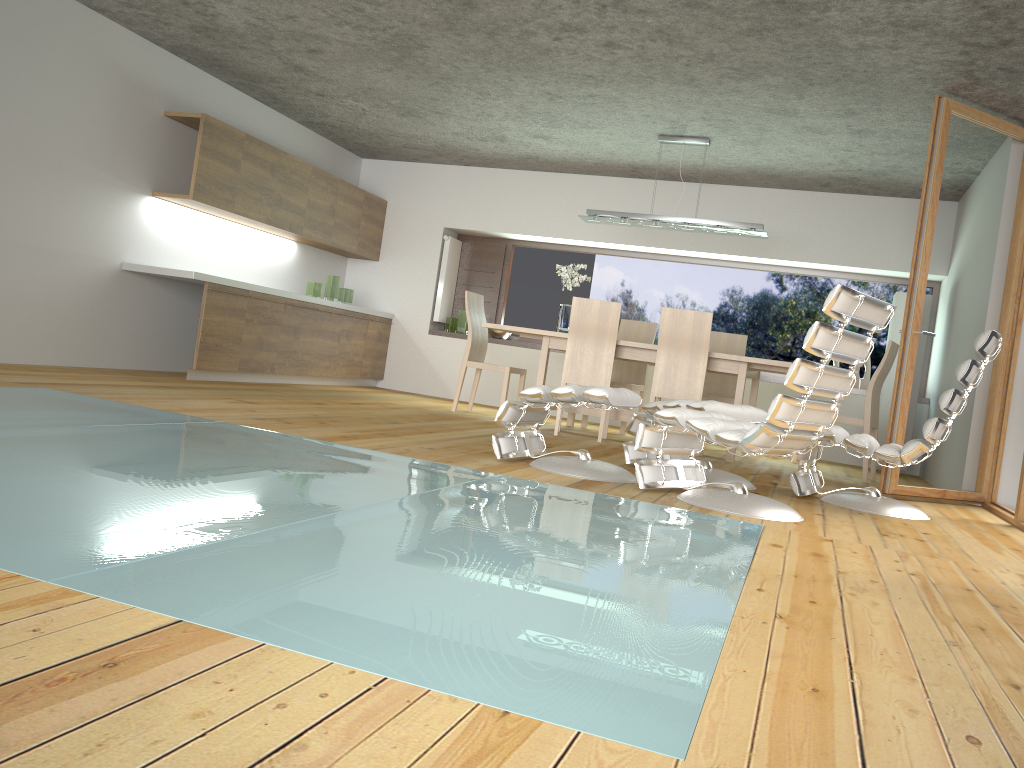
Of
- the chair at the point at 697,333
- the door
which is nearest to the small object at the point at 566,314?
the chair at the point at 697,333

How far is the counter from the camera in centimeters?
641cm

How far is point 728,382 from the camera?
7.8 meters

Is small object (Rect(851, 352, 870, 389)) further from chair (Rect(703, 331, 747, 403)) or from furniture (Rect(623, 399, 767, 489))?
furniture (Rect(623, 399, 767, 489))

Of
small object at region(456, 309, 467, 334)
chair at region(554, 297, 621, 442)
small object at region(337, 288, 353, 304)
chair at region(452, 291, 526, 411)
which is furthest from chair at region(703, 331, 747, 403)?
small object at region(337, 288, 353, 304)

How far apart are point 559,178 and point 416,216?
1.60m

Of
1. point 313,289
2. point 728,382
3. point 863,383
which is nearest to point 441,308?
point 313,289

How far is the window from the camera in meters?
8.6 m

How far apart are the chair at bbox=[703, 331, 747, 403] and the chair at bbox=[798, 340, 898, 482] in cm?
123

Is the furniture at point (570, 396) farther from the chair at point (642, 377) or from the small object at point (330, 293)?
the small object at point (330, 293)
